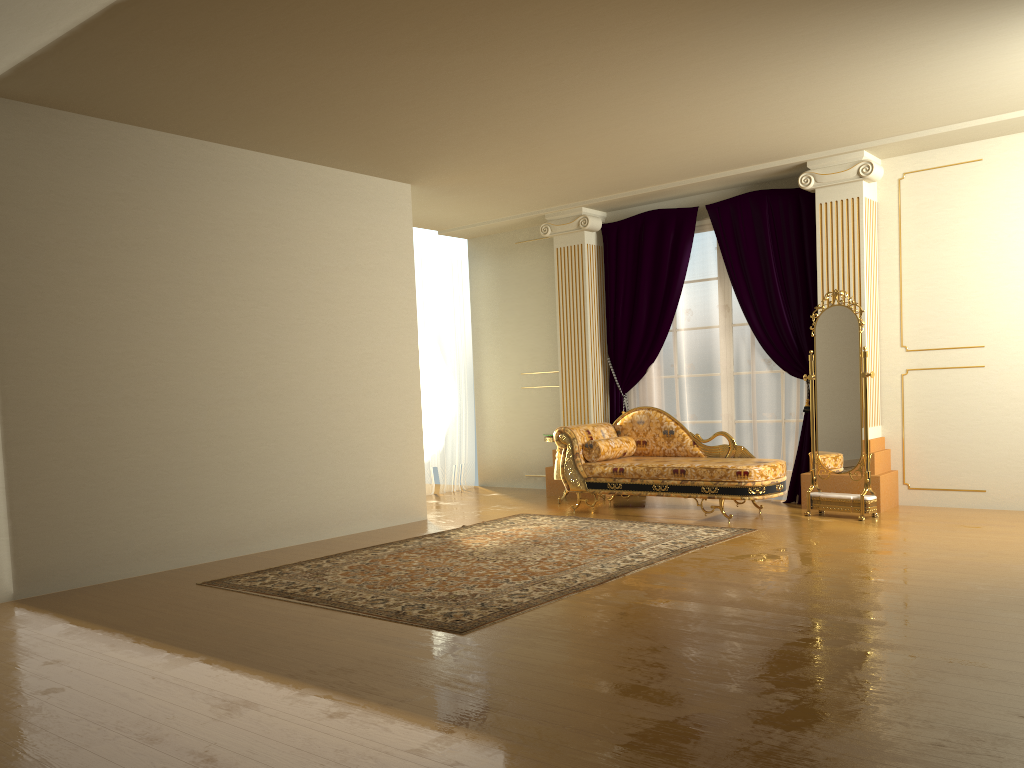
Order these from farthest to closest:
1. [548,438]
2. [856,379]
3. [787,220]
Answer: [548,438], [787,220], [856,379]

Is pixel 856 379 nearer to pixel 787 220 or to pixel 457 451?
pixel 787 220

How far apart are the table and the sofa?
0.6m

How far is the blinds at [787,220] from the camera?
7.4 meters

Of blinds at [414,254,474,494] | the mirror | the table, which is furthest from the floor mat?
blinds at [414,254,474,494]

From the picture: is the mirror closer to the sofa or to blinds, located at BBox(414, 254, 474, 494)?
the sofa

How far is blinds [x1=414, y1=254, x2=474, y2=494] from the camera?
9.51m

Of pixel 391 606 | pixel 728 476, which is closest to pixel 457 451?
pixel 728 476

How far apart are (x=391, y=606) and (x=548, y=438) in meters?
3.9 m

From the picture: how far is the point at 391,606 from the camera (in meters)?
4.33
